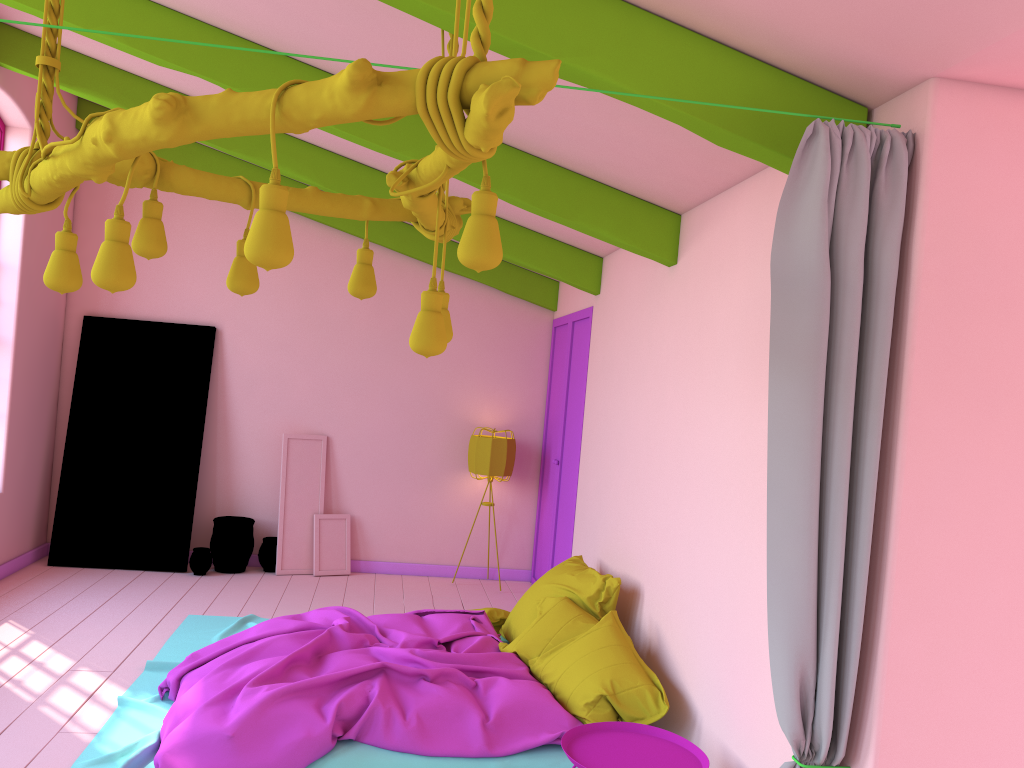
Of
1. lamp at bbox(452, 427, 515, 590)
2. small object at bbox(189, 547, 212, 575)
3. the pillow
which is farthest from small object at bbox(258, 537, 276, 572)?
the pillow

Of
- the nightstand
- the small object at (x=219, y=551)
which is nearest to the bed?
the nightstand

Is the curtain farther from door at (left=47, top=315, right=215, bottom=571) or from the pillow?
door at (left=47, top=315, right=215, bottom=571)

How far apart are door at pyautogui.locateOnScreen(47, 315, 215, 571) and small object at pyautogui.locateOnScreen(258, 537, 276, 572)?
0.6m

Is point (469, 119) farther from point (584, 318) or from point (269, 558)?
point (269, 558)

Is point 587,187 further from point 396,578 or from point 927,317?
point 396,578

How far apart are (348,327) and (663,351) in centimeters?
409cm

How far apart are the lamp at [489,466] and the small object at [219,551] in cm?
205

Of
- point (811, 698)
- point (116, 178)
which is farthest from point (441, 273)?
point (811, 698)

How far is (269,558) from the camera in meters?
8.1
